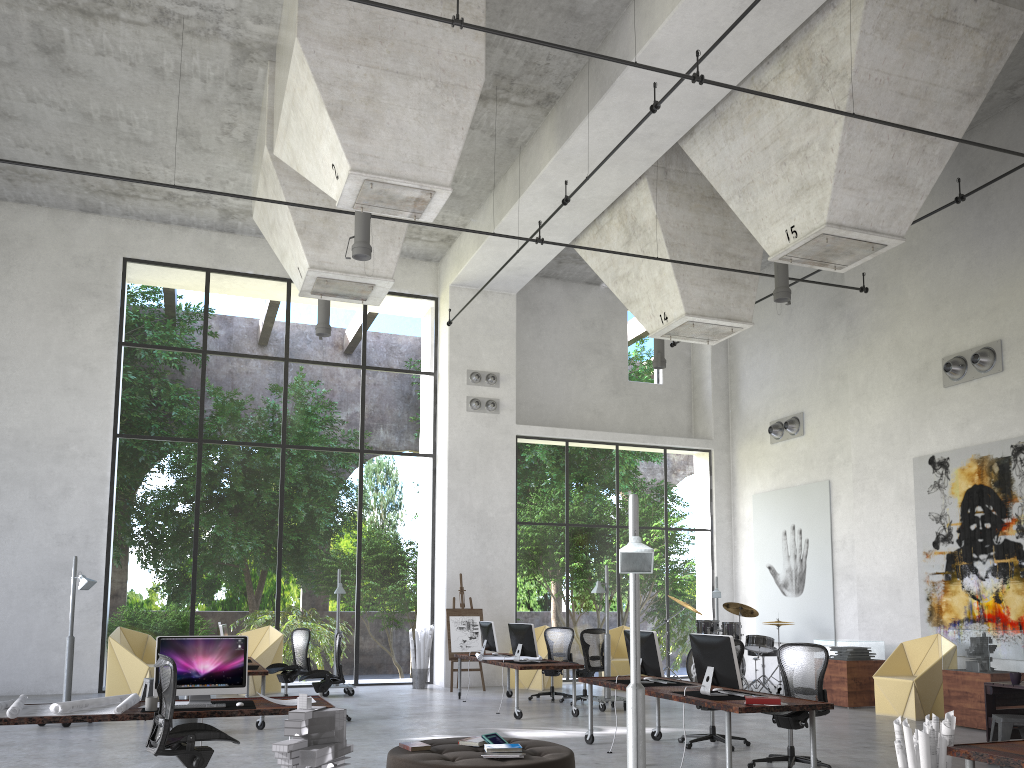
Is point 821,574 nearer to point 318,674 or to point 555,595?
point 318,674

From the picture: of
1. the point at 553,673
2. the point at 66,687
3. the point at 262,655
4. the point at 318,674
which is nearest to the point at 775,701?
the point at 318,674

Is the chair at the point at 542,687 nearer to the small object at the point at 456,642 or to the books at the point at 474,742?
the small object at the point at 456,642

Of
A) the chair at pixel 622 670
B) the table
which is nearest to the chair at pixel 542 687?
the chair at pixel 622 670

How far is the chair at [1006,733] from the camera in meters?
8.0

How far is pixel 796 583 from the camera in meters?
16.6

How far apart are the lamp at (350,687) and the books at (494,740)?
7.95m

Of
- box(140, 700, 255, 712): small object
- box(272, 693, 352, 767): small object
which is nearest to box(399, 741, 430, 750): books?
box(140, 700, 255, 712): small object

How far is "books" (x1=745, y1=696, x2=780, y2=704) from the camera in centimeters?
706cm

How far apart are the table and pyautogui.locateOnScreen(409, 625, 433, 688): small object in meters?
9.6 m
